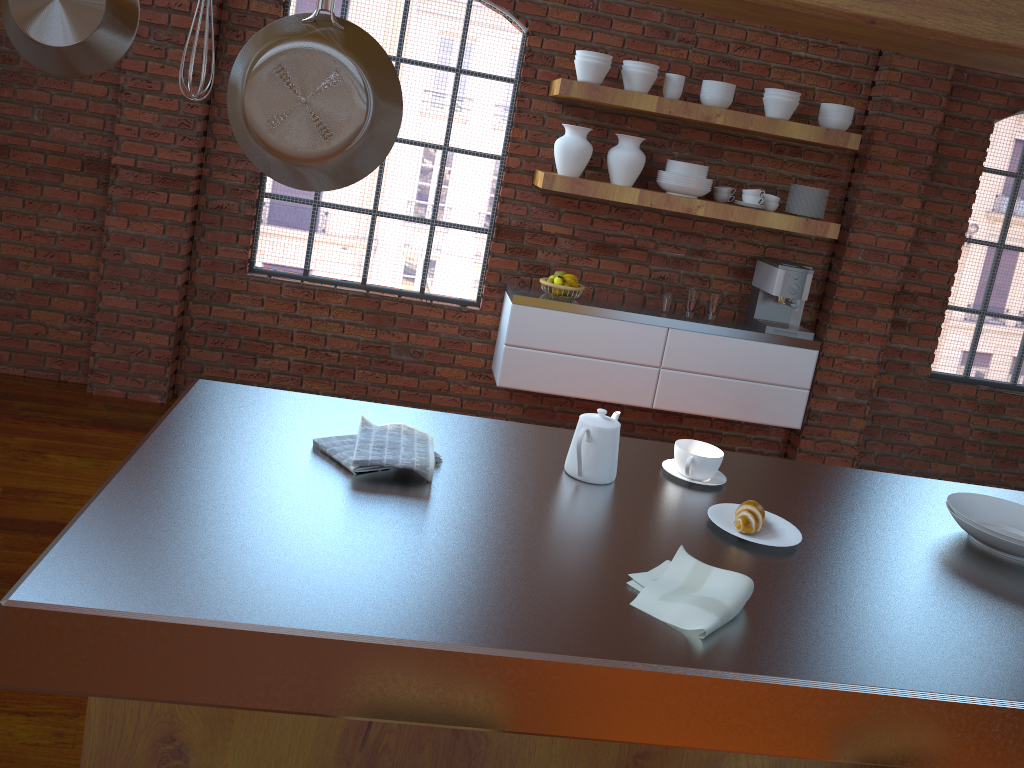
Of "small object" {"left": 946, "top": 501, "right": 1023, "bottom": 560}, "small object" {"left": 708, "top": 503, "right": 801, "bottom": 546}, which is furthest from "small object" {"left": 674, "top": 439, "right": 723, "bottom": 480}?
"small object" {"left": 946, "top": 501, "right": 1023, "bottom": 560}

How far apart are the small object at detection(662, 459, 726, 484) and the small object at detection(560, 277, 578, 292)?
2.3 meters

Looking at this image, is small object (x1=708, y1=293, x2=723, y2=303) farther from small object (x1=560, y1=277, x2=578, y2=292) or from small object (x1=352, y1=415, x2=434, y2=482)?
small object (x1=352, y1=415, x2=434, y2=482)

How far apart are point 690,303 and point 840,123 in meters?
1.1 m

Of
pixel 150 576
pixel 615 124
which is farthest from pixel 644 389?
pixel 150 576

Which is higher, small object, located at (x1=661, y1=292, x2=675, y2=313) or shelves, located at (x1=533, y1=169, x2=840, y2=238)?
shelves, located at (x1=533, y1=169, x2=840, y2=238)

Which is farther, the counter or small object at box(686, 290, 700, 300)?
small object at box(686, 290, 700, 300)

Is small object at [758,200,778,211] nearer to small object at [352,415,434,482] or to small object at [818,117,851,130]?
small object at [818,117,851,130]

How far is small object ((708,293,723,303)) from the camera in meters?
4.5 m

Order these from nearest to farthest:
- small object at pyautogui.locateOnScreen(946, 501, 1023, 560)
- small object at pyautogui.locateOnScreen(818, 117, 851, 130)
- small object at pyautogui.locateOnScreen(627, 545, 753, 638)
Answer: small object at pyautogui.locateOnScreen(627, 545, 753, 638) < small object at pyautogui.locateOnScreen(946, 501, 1023, 560) < small object at pyautogui.locateOnScreen(818, 117, 851, 130)
